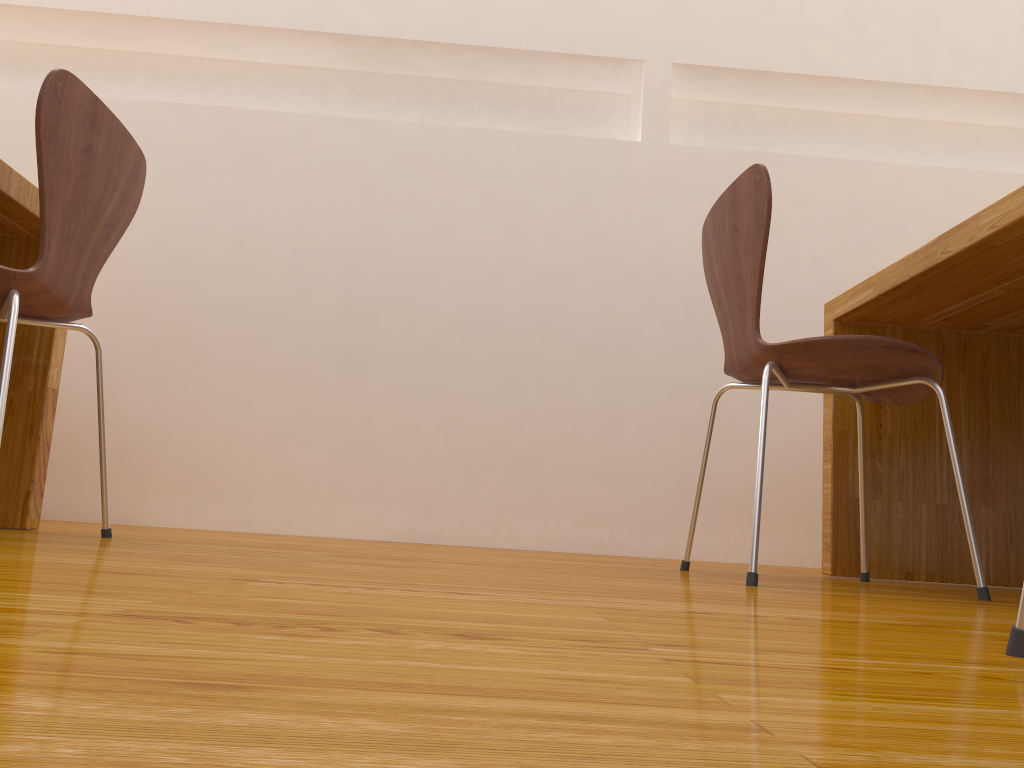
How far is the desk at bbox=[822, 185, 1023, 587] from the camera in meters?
1.6

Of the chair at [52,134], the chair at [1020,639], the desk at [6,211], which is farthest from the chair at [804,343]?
the desk at [6,211]

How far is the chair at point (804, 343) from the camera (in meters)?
1.43

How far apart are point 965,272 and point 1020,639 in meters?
1.1 m

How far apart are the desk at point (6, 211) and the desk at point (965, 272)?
1.6m

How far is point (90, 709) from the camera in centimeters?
30cm

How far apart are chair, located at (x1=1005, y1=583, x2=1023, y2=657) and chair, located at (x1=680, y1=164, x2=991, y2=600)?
0.7m

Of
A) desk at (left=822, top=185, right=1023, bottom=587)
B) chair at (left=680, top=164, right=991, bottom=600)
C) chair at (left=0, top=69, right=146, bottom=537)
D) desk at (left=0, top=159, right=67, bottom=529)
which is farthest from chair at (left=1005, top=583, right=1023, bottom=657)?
desk at (left=0, top=159, right=67, bottom=529)

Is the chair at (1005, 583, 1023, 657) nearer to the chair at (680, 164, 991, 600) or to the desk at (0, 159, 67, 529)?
the chair at (680, 164, 991, 600)

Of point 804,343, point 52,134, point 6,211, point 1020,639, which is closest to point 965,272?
point 804,343
